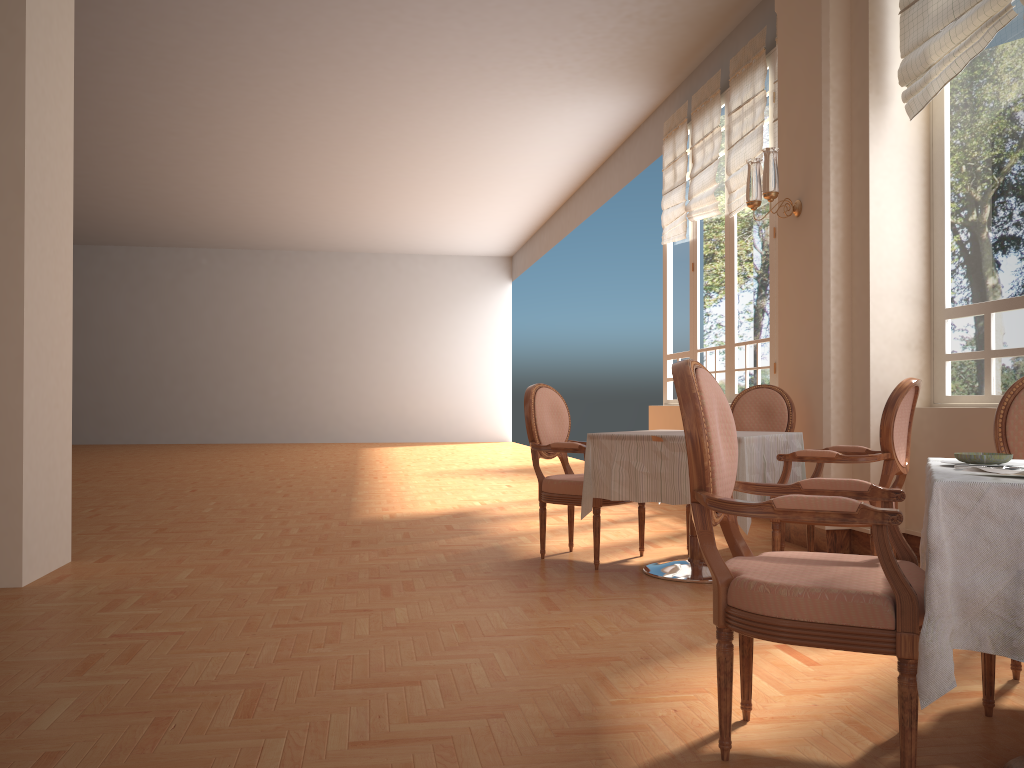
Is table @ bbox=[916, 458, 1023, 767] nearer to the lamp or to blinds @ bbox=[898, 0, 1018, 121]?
blinds @ bbox=[898, 0, 1018, 121]

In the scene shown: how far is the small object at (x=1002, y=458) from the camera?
1.92m

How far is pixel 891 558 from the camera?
1.79m

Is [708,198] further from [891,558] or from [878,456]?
[891,558]

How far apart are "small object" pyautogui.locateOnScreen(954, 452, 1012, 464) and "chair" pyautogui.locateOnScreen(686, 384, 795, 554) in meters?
3.0

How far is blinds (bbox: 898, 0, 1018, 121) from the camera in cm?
402

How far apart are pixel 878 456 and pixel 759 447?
0.5 meters

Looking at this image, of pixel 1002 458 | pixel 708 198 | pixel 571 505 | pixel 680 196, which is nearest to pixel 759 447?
pixel 571 505

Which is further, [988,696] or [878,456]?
[878,456]

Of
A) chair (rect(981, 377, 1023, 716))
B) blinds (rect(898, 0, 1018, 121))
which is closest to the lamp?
blinds (rect(898, 0, 1018, 121))
